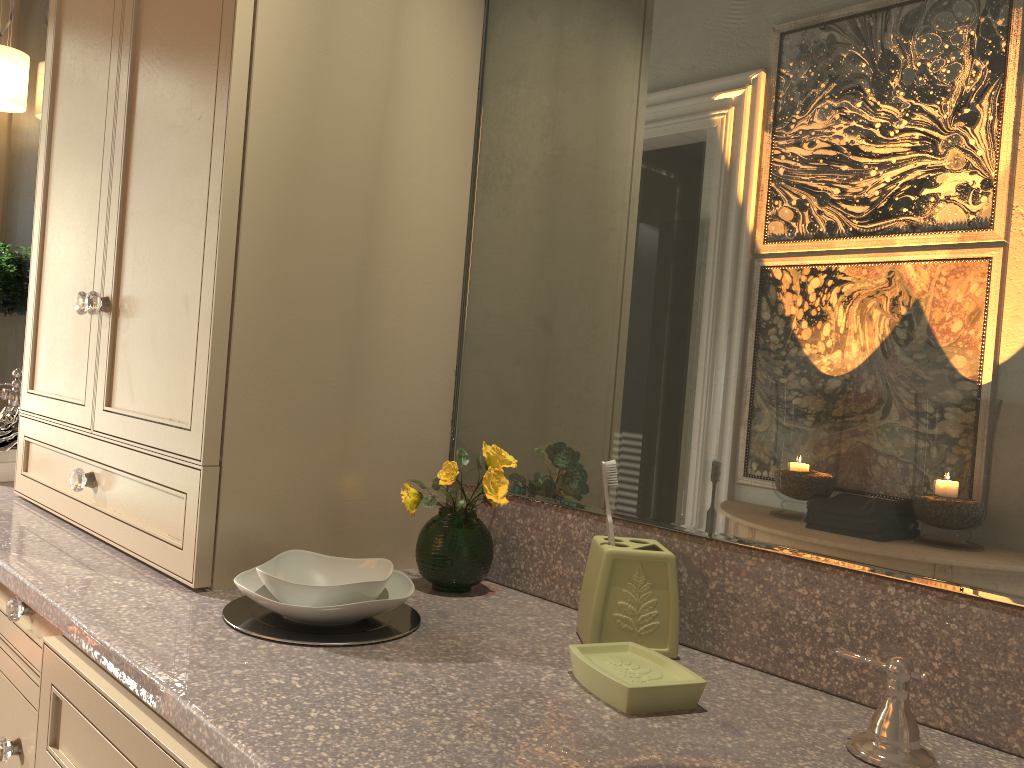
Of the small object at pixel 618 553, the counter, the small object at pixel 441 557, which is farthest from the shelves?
the small object at pixel 618 553

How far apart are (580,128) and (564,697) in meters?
0.7

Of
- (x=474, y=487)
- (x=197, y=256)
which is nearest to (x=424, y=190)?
(x=197, y=256)

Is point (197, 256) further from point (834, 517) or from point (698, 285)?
point (834, 517)

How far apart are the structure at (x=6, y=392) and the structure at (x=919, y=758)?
2.3m

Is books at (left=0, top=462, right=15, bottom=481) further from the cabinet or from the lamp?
the lamp

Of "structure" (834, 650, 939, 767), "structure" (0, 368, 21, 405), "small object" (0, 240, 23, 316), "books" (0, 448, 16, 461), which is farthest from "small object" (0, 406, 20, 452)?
"structure" (834, 650, 939, 767)

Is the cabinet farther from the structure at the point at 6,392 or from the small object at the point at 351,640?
the structure at the point at 6,392

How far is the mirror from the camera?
0.83m

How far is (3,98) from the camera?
2.5m
